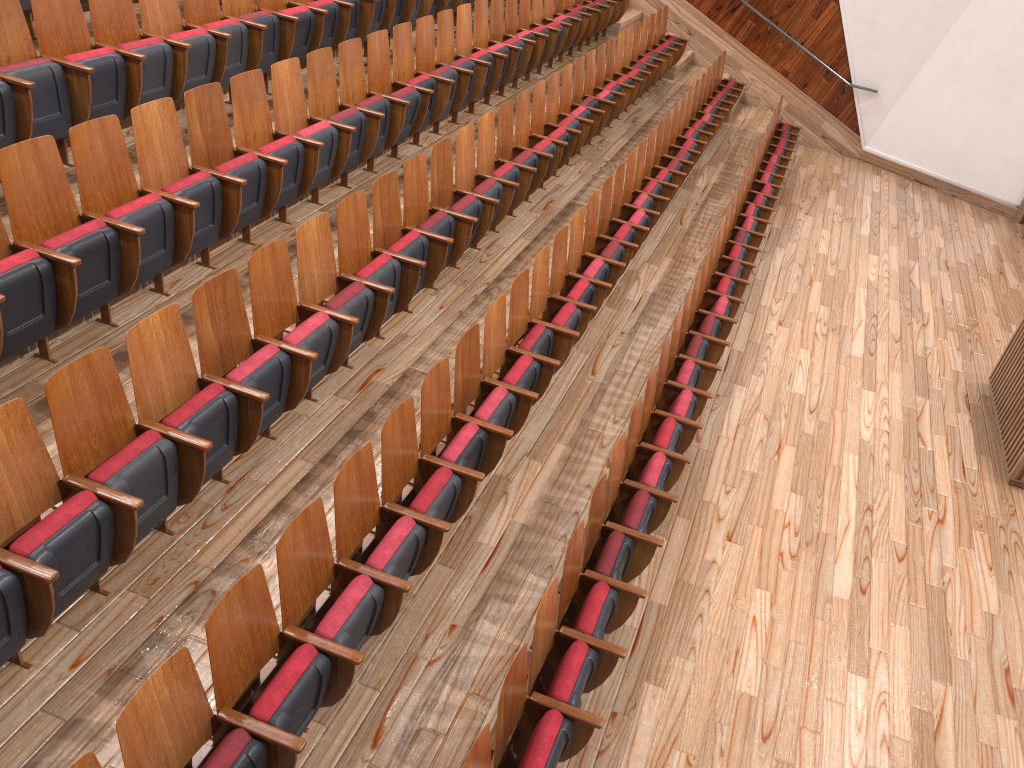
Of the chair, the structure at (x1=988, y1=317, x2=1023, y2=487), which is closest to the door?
the chair

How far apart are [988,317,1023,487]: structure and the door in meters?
0.5 m

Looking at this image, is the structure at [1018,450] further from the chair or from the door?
the door

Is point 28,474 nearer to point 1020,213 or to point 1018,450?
point 1018,450

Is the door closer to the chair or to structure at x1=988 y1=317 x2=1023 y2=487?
the chair

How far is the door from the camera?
1.1 meters

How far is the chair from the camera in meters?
0.3 m

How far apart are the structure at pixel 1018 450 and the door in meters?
0.5 m

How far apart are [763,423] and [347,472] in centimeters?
38cm

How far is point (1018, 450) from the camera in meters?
0.6
